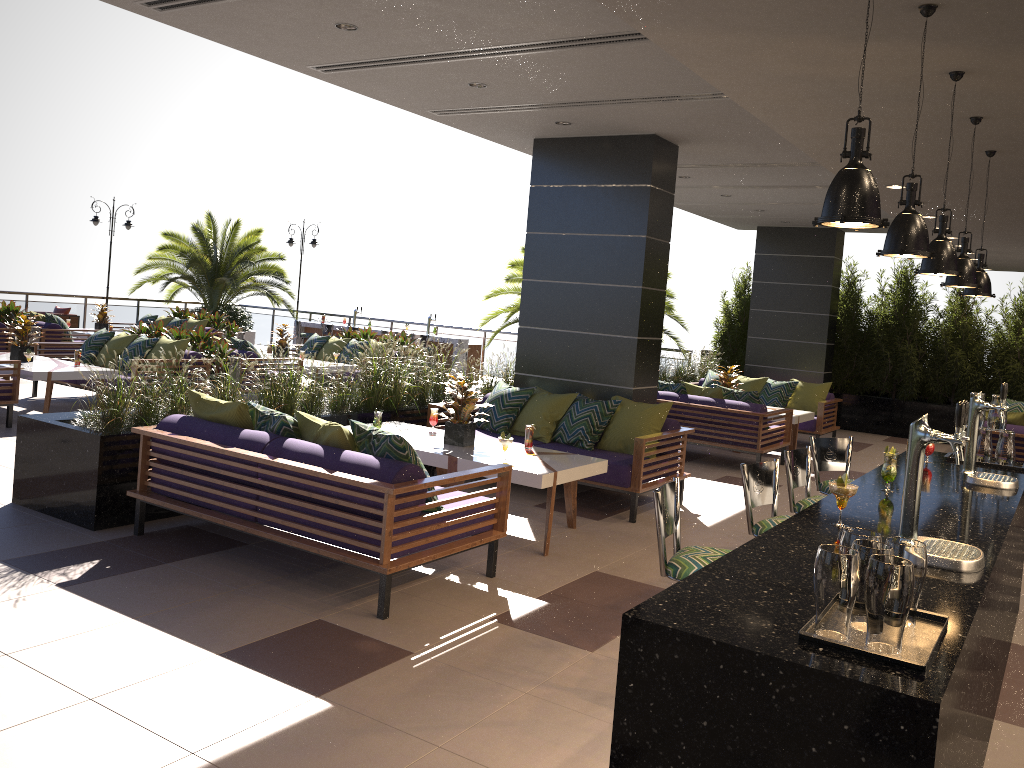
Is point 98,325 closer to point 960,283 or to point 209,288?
point 209,288

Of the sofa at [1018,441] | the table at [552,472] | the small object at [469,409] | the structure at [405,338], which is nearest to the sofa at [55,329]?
the structure at [405,338]

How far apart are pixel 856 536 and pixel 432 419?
5.1 meters

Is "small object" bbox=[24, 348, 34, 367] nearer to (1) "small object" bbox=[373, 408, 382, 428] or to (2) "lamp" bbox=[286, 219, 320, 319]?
(1) "small object" bbox=[373, 408, 382, 428]

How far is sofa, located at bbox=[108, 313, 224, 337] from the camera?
16.1 meters

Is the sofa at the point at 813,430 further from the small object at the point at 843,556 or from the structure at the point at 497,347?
the small object at the point at 843,556

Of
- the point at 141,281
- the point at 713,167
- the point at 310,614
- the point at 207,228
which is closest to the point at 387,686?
the point at 310,614

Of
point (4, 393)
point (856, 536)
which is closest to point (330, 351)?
point (4, 393)

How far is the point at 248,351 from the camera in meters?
11.4 m

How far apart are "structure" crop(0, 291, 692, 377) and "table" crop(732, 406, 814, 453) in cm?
796
